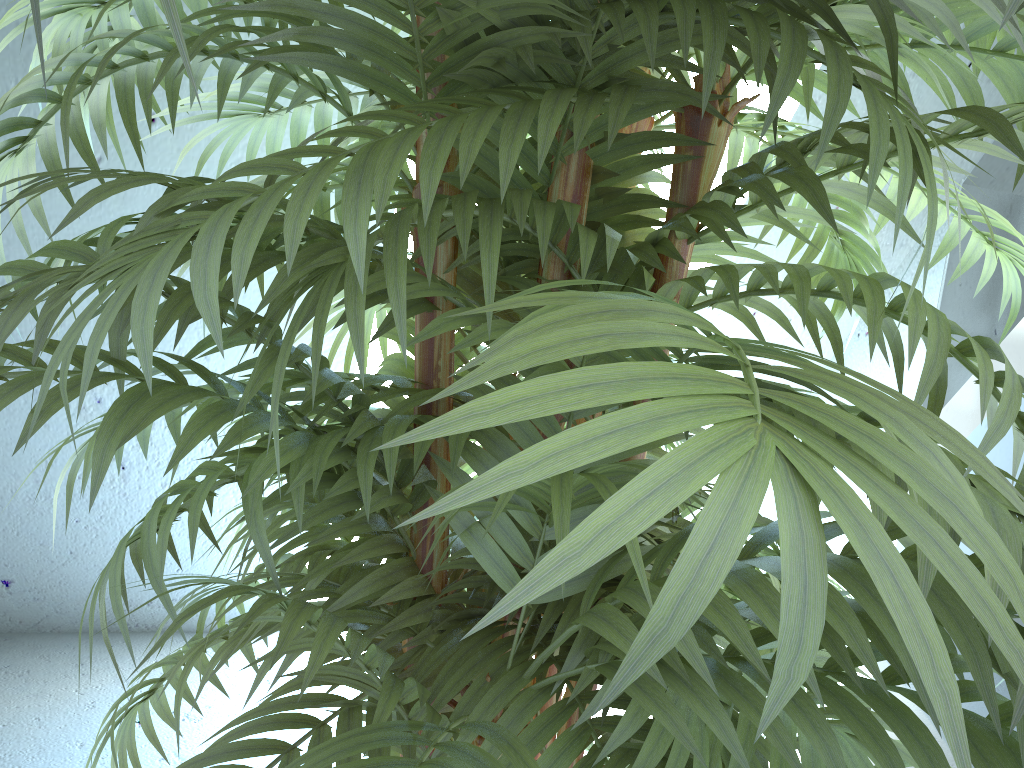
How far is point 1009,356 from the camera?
1.6 meters

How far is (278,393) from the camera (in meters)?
0.43

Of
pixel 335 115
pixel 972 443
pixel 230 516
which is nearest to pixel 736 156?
pixel 335 115

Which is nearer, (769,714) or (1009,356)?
(769,714)

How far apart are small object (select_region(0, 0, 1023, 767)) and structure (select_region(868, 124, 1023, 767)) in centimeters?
86cm

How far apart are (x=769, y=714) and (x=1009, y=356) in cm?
168

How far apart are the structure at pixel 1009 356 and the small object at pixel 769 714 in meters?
0.9 m

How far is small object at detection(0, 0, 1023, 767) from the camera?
0.21m

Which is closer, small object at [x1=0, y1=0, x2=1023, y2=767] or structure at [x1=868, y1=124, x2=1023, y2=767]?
small object at [x1=0, y1=0, x2=1023, y2=767]
